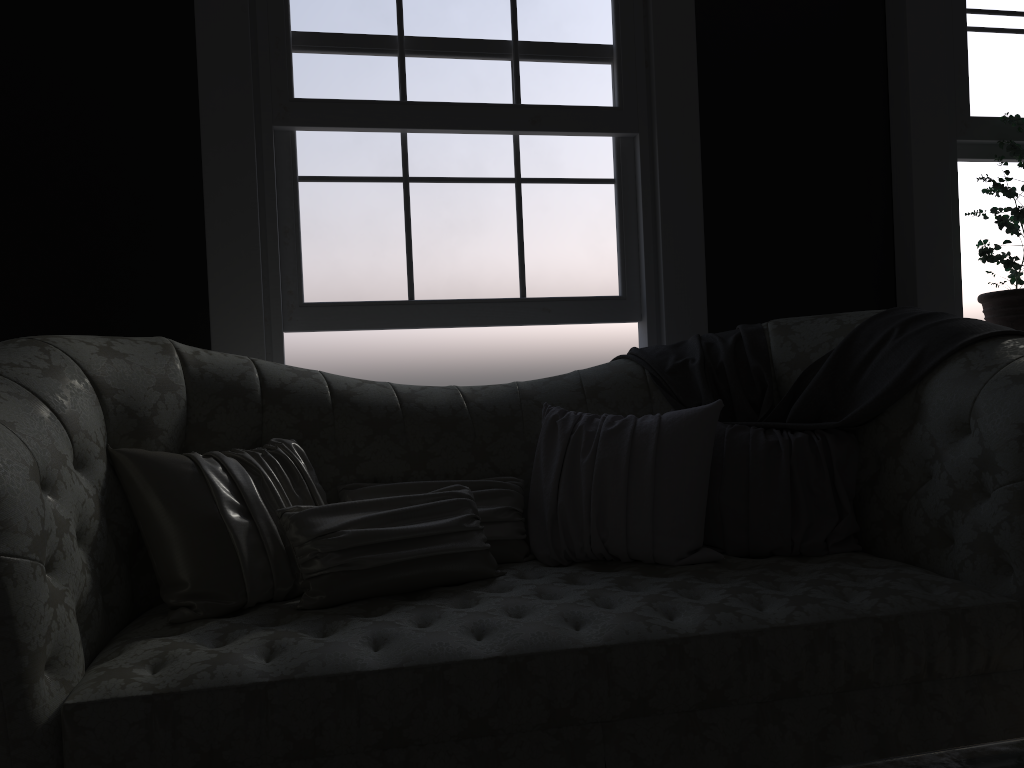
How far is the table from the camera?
0.8 meters

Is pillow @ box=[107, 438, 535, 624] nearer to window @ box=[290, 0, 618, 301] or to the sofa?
the sofa

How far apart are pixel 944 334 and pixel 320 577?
1.8 meters

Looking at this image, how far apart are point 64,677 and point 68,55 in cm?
233

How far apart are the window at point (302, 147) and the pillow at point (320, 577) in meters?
0.9

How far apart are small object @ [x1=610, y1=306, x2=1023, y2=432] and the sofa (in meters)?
0.02

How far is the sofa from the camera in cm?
162

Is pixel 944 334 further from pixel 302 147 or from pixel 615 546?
pixel 302 147

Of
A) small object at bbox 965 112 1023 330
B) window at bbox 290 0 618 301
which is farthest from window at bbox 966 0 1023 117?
window at bbox 290 0 618 301

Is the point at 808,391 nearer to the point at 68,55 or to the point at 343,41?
the point at 343,41
